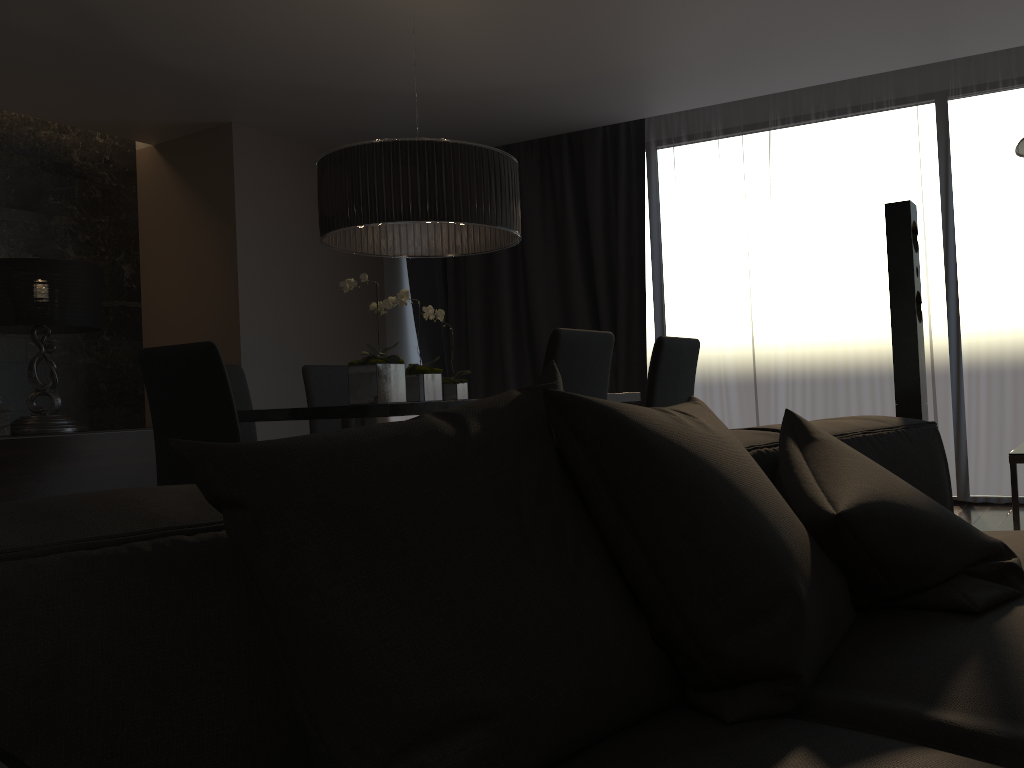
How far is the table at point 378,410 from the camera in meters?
2.7

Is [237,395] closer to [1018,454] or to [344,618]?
[1018,454]

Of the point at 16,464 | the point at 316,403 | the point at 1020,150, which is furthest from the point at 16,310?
the point at 1020,150

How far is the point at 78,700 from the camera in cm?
70

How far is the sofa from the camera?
0.7 meters

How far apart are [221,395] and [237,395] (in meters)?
1.34

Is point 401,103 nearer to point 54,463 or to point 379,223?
point 379,223

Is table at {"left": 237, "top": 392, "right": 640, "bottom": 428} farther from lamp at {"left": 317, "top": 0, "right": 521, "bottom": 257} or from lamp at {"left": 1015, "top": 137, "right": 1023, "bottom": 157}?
lamp at {"left": 1015, "top": 137, "right": 1023, "bottom": 157}

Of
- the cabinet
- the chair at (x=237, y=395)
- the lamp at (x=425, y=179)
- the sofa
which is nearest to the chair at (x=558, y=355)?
the lamp at (x=425, y=179)

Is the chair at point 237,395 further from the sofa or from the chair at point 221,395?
the sofa
